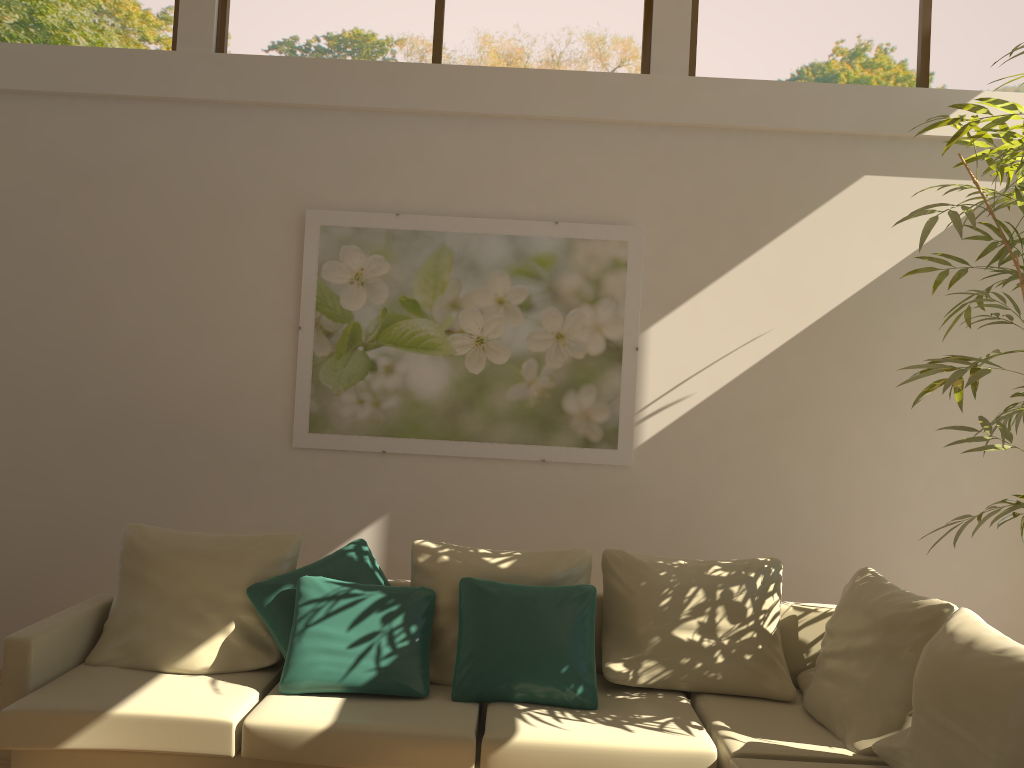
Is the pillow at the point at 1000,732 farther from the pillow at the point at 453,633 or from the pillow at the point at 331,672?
the pillow at the point at 331,672

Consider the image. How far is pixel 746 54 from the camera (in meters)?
4.88

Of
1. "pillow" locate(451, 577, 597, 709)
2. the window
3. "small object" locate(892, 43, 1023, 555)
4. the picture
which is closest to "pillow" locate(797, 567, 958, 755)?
"small object" locate(892, 43, 1023, 555)

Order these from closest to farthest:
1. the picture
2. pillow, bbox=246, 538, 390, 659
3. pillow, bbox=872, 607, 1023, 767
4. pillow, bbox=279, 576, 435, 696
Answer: pillow, bbox=872, 607, 1023, 767
pillow, bbox=279, 576, 435, 696
pillow, bbox=246, 538, 390, 659
the picture

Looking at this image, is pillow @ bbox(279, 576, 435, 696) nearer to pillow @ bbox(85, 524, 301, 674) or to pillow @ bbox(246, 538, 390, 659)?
pillow @ bbox(246, 538, 390, 659)

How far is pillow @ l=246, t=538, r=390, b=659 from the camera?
3.7 meters

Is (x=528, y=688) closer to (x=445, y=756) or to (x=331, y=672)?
(x=445, y=756)

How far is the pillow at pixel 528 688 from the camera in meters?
3.5 m

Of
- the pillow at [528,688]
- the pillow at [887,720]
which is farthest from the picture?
the pillow at [887,720]

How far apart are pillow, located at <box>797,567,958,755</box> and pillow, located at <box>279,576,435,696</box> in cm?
153
